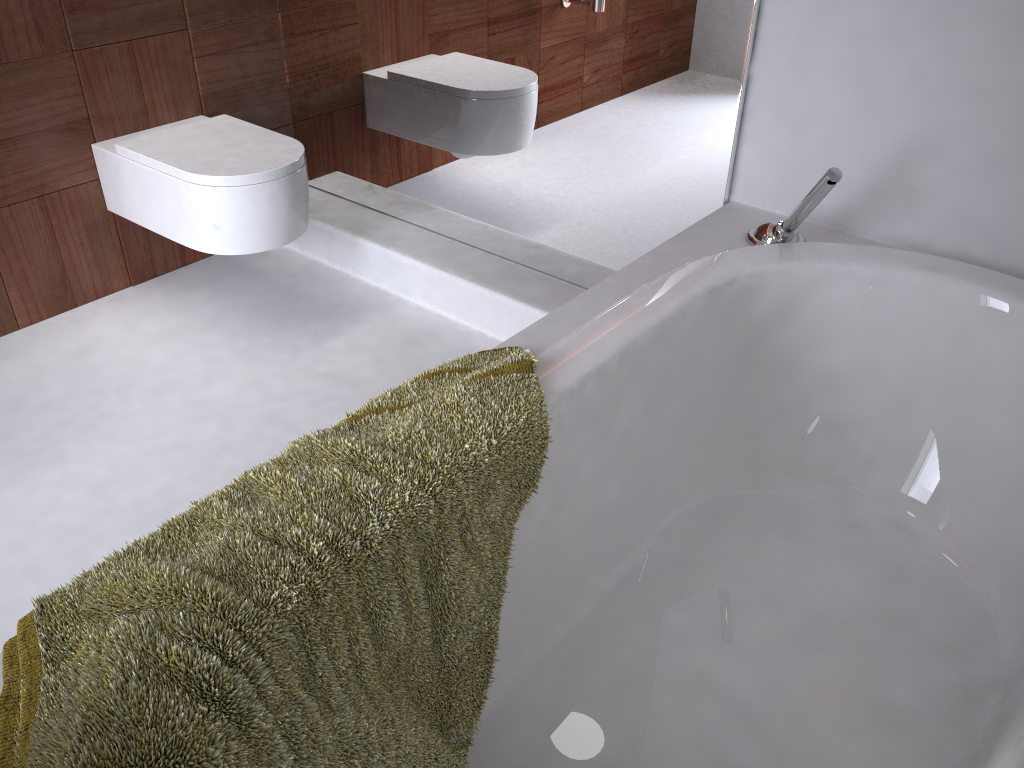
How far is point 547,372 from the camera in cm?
126

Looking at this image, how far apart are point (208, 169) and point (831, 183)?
1.4 meters

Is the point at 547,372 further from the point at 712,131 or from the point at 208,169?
the point at 208,169

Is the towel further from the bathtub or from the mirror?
the mirror

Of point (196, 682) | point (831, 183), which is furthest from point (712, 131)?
point (196, 682)

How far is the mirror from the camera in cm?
183

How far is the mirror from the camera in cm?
183

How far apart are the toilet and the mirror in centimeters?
32cm

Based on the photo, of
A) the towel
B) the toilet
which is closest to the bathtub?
the towel

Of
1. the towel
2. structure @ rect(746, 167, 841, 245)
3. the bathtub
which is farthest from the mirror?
the towel
